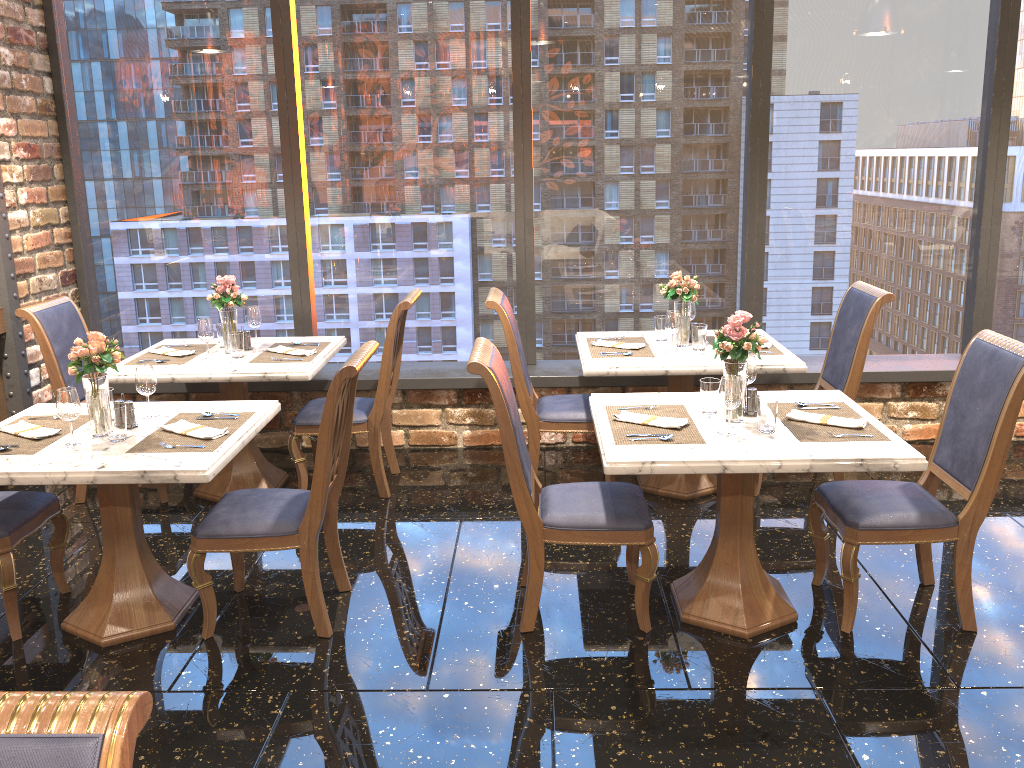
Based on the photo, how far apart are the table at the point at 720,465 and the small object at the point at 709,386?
0.02m

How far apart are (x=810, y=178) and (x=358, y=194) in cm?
271

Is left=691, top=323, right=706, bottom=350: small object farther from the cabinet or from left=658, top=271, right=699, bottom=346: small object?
the cabinet

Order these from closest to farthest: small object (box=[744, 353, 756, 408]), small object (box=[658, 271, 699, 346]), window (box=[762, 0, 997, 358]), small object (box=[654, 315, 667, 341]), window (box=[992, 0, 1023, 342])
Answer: small object (box=[744, 353, 756, 408]), small object (box=[658, 271, 699, 346]), small object (box=[654, 315, 667, 341]), window (box=[762, 0, 997, 358]), window (box=[992, 0, 1023, 342])

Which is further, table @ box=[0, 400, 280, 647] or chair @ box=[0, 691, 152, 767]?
table @ box=[0, 400, 280, 647]

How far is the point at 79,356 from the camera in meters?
3.2

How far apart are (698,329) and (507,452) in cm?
168

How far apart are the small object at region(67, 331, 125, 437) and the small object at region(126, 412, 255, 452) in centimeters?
18cm

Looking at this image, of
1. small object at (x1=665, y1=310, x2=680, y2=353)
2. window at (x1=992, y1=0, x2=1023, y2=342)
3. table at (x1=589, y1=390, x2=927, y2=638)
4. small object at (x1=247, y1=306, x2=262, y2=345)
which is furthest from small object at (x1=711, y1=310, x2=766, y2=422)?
window at (x1=992, y1=0, x2=1023, y2=342)

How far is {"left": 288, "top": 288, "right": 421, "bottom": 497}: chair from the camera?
4.5m
